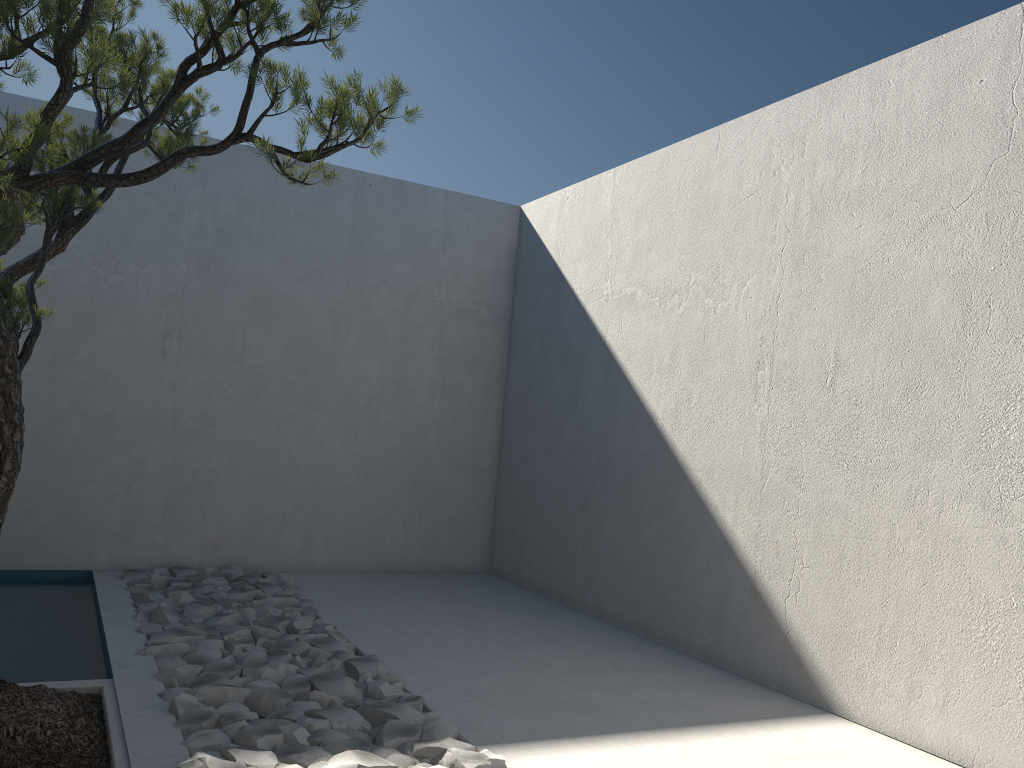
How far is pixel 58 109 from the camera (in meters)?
1.96

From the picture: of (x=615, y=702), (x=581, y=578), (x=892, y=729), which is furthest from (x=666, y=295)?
(x=892, y=729)

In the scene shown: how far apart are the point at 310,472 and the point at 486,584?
1.4 meters

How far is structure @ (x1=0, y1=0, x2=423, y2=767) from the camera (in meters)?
1.96

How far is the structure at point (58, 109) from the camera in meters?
2.0 m
